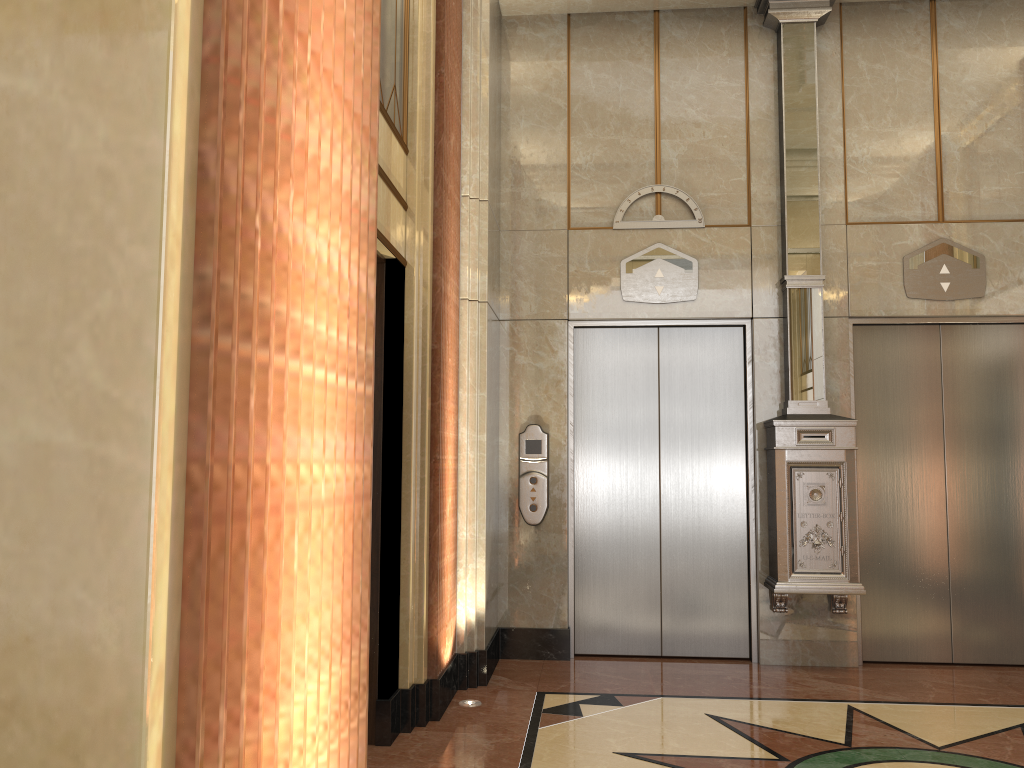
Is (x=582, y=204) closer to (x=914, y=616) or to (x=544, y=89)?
(x=544, y=89)
